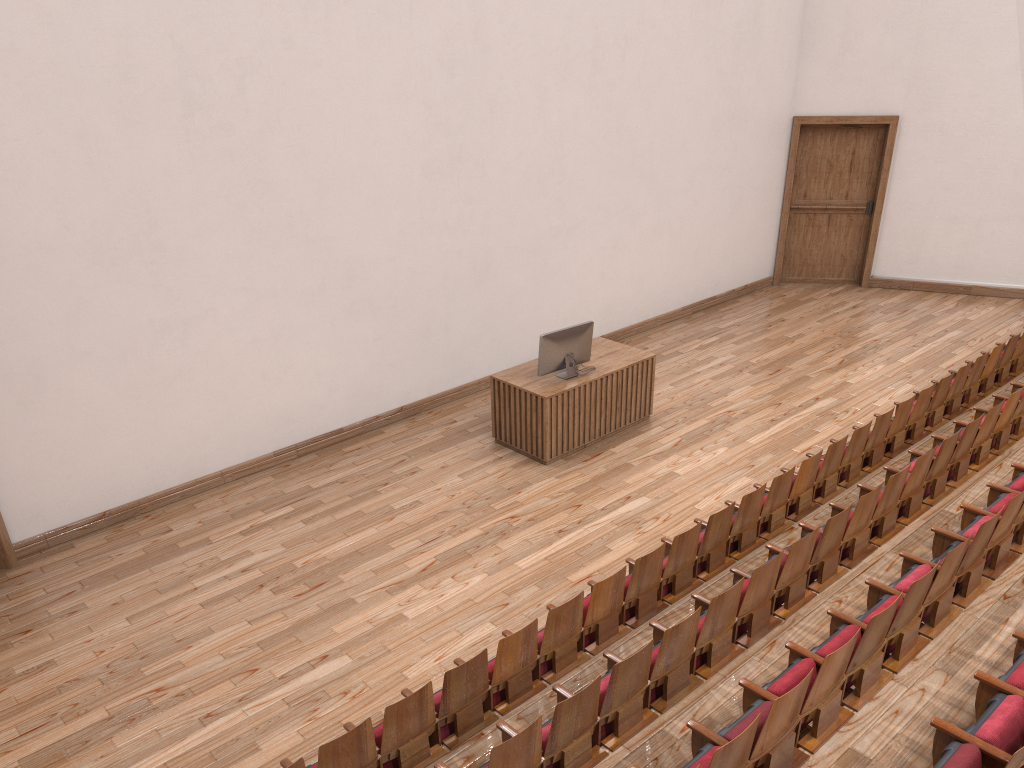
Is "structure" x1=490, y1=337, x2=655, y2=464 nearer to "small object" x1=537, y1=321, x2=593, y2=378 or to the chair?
"small object" x1=537, y1=321, x2=593, y2=378

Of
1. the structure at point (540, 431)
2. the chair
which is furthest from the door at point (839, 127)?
the structure at point (540, 431)

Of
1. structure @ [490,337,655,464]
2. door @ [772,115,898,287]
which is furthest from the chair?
door @ [772,115,898,287]

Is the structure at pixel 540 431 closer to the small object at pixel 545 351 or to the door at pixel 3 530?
the small object at pixel 545 351

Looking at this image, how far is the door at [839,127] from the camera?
1.3m

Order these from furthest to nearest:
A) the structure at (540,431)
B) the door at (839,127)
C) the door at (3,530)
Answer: the door at (839,127) → the structure at (540,431) → the door at (3,530)

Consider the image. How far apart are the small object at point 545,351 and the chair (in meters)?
0.24

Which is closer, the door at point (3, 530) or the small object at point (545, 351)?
the door at point (3, 530)

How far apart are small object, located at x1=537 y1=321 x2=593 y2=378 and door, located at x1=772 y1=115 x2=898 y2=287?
0.6m

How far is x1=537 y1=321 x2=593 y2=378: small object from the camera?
0.8 meters
